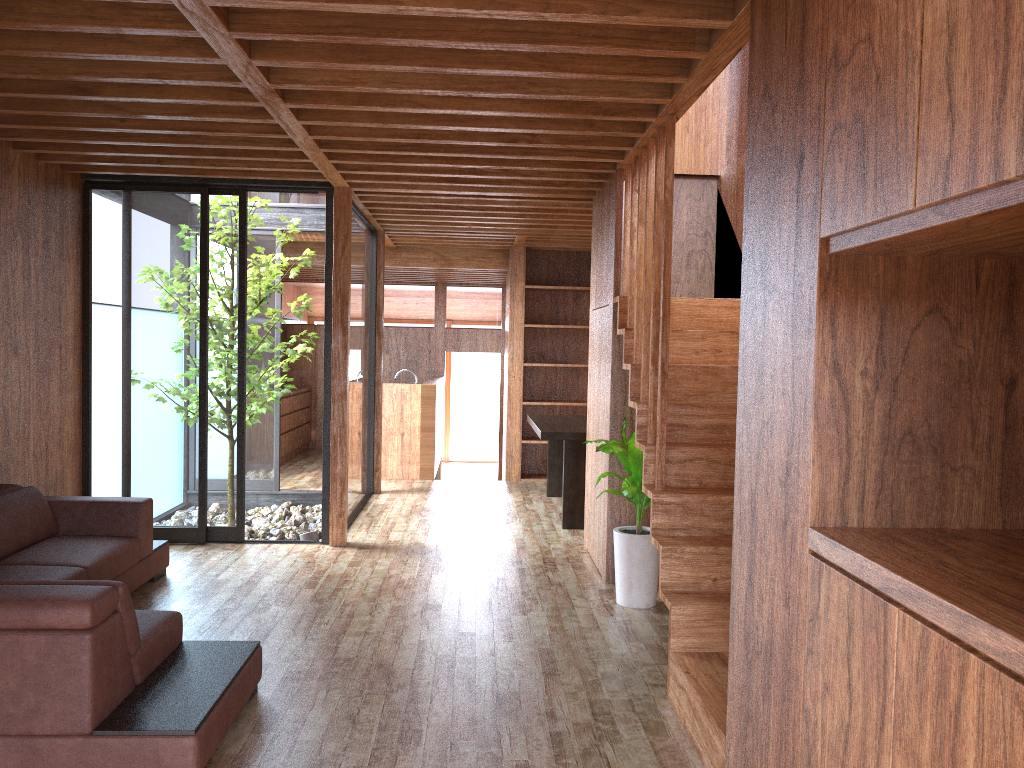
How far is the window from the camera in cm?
562

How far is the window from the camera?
5.6 meters

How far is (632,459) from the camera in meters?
4.4

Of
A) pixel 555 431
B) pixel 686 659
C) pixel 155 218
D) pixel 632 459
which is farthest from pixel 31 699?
pixel 555 431

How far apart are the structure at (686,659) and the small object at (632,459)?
0.18m

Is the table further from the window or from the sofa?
the sofa

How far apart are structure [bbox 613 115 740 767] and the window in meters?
2.2

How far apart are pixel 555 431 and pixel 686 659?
3.2m

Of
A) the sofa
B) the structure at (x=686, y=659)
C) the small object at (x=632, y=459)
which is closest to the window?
the sofa

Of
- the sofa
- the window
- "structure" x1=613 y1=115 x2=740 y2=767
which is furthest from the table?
the sofa
